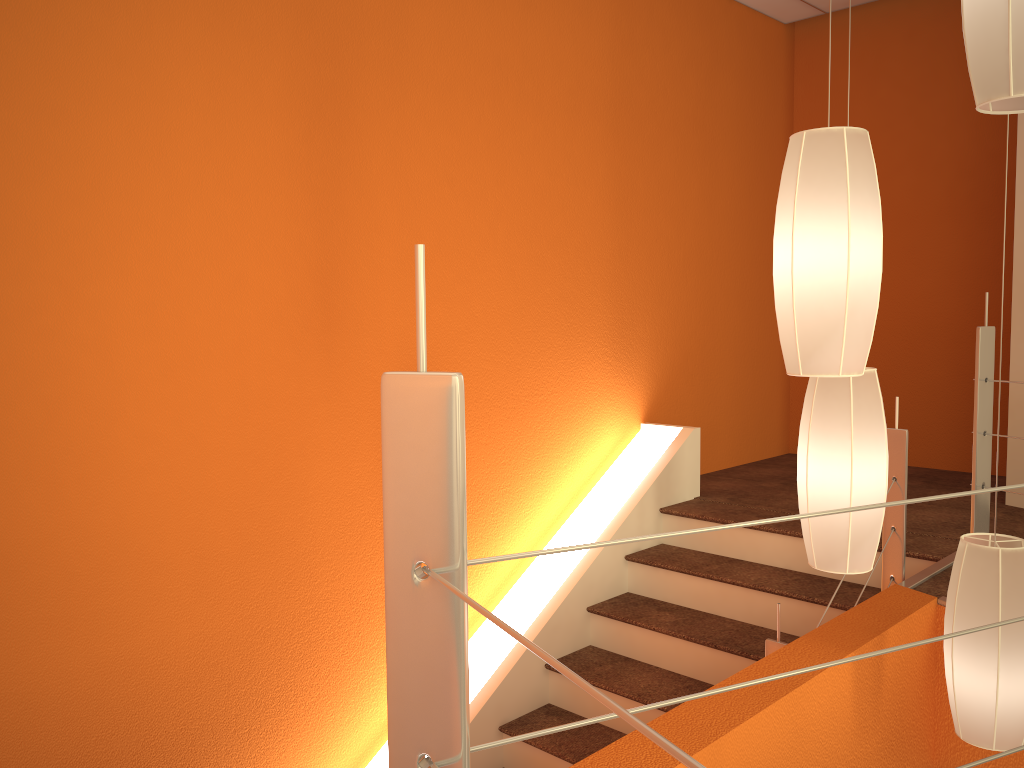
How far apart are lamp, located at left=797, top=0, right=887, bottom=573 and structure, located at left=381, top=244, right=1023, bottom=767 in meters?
0.9

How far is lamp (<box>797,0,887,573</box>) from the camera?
1.92m

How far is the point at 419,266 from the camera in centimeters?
70cm

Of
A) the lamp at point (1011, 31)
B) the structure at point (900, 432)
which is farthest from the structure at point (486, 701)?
the lamp at point (1011, 31)

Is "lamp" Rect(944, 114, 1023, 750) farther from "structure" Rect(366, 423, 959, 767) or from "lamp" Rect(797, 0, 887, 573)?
"structure" Rect(366, 423, 959, 767)

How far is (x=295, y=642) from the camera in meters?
2.9

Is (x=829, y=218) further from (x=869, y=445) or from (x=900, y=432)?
(x=900, y=432)

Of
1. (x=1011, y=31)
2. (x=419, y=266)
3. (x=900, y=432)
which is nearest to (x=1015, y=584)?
(x=900, y=432)

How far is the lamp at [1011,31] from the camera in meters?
1.4 m

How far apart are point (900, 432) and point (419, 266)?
2.5 meters
